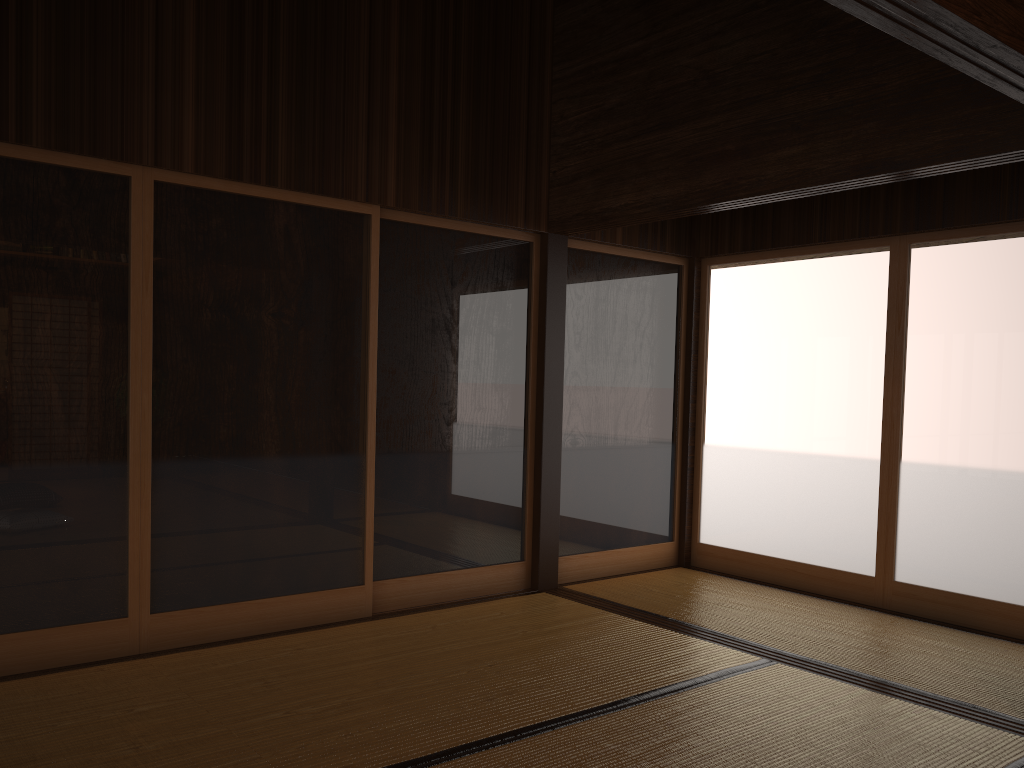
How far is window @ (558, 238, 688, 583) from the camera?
5.29m

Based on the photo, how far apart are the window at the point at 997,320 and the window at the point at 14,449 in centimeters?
355cm

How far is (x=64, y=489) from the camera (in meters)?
3.46

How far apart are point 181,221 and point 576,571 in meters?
3.0 m

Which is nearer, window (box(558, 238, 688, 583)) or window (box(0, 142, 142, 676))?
window (box(0, 142, 142, 676))

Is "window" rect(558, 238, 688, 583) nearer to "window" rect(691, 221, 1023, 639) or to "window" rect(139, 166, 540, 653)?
"window" rect(691, 221, 1023, 639)

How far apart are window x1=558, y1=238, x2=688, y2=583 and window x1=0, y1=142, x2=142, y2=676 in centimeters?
242cm

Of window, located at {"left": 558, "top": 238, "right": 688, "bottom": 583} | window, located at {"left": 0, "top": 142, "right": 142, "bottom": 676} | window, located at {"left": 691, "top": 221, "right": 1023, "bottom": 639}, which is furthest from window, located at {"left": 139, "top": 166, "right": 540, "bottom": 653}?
window, located at {"left": 691, "top": 221, "right": 1023, "bottom": 639}

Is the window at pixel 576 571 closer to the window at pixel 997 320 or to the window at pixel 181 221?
the window at pixel 997 320

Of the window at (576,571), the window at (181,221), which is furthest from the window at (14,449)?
the window at (576,571)
